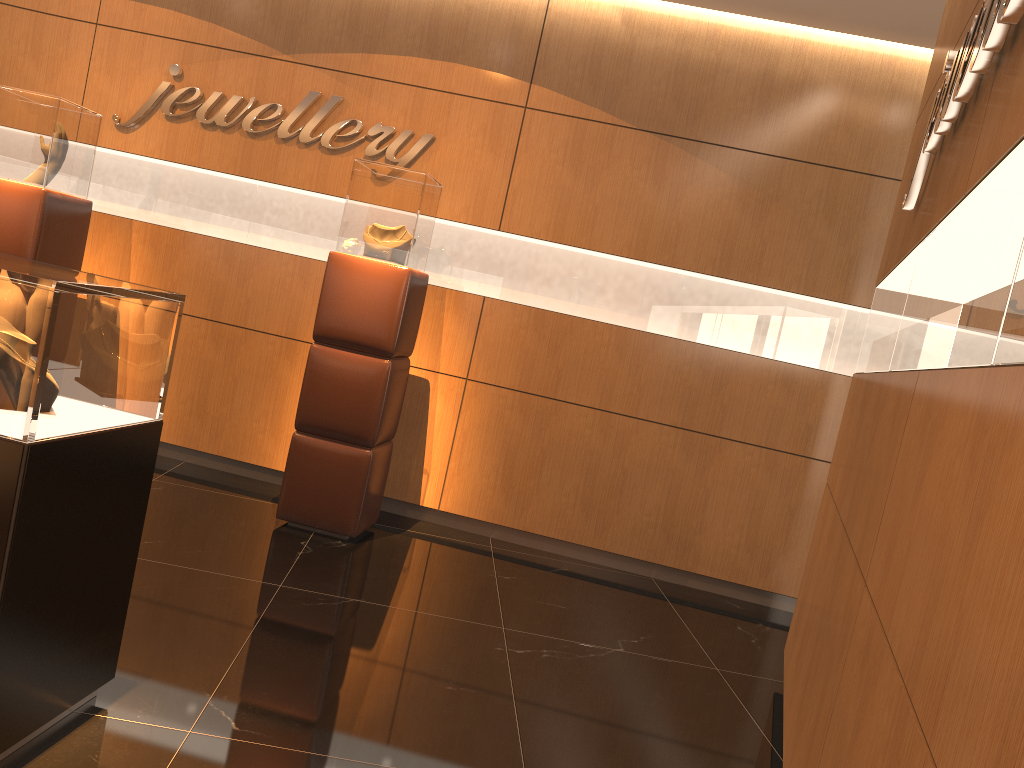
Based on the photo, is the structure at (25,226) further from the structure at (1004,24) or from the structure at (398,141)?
the structure at (1004,24)

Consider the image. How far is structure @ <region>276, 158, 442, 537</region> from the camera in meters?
4.6 m

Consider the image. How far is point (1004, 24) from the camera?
1.79m

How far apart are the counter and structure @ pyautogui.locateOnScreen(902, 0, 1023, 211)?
2.03m

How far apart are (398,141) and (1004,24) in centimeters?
401cm

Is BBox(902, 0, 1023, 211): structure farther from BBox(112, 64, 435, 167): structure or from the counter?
BBox(112, 64, 435, 167): structure

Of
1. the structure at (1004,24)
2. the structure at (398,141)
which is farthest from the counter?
the structure at (398,141)

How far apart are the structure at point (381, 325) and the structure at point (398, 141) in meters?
0.6

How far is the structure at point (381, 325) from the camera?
4.63m

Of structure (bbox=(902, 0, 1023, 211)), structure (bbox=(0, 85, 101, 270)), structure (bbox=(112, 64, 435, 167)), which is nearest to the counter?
structure (bbox=(902, 0, 1023, 211))
